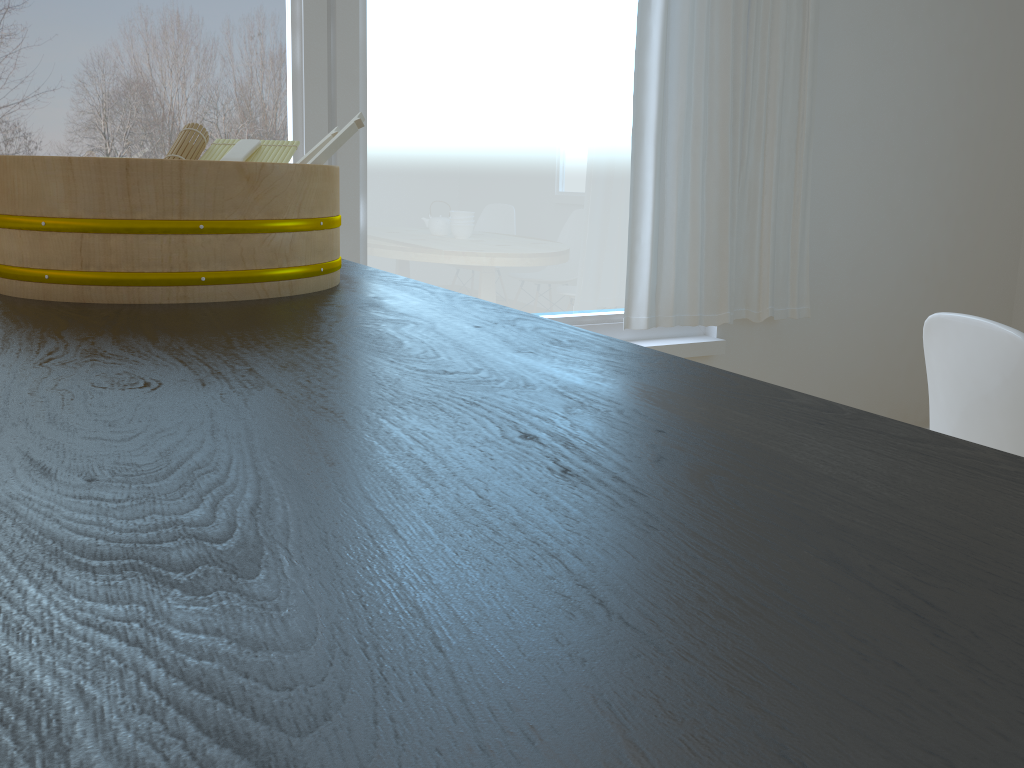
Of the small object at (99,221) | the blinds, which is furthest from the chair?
the blinds

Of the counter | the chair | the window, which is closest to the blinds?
the window

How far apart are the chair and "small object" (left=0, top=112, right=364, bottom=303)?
0.88m

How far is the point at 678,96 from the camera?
2.72m

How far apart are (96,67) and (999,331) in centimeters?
202cm

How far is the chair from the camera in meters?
1.2 m

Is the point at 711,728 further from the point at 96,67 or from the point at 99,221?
the point at 96,67

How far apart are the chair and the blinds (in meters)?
1.41

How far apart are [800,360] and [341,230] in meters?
1.8

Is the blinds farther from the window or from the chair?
the chair
